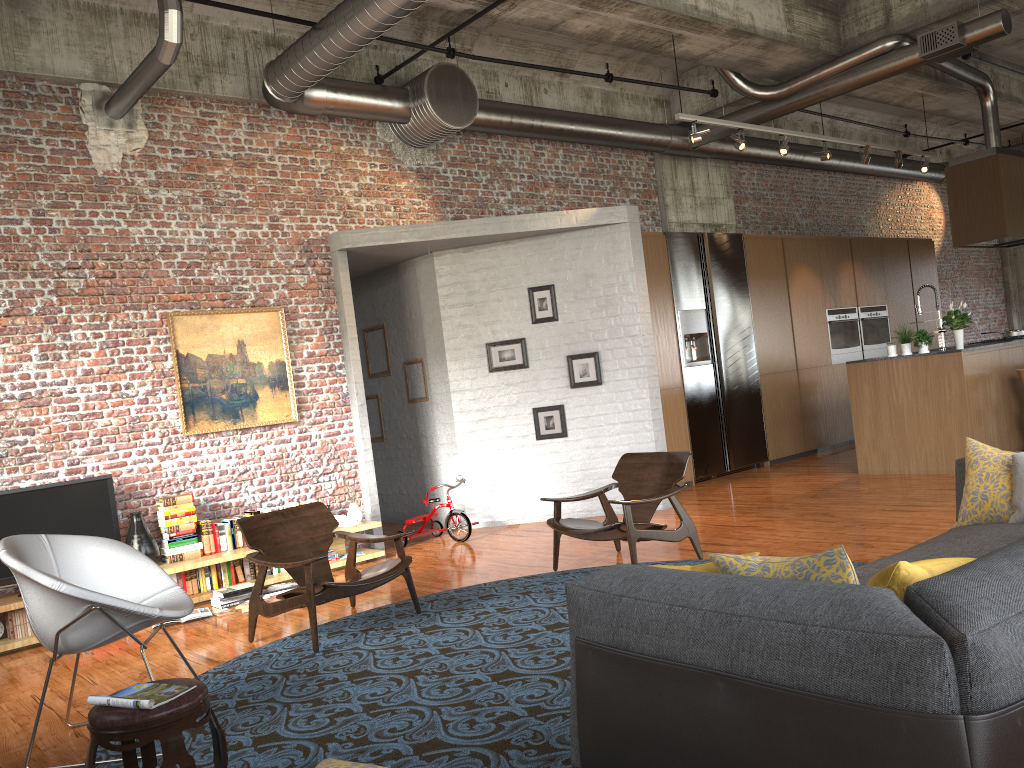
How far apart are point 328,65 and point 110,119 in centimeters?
192cm

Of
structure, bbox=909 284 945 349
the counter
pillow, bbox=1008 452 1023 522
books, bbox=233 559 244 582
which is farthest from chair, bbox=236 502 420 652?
structure, bbox=909 284 945 349

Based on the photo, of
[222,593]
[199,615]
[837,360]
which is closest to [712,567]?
[199,615]

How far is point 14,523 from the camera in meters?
6.5 m

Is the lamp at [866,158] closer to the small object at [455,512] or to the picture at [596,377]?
the picture at [596,377]

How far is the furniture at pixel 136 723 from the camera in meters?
3.1 m

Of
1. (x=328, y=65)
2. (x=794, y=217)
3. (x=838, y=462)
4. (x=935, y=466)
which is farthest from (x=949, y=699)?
(x=794, y=217)

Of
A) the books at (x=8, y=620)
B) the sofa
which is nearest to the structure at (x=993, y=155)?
the sofa

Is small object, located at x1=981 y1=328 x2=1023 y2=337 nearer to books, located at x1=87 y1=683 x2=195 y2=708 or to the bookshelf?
the bookshelf

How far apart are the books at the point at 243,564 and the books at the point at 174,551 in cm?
38
